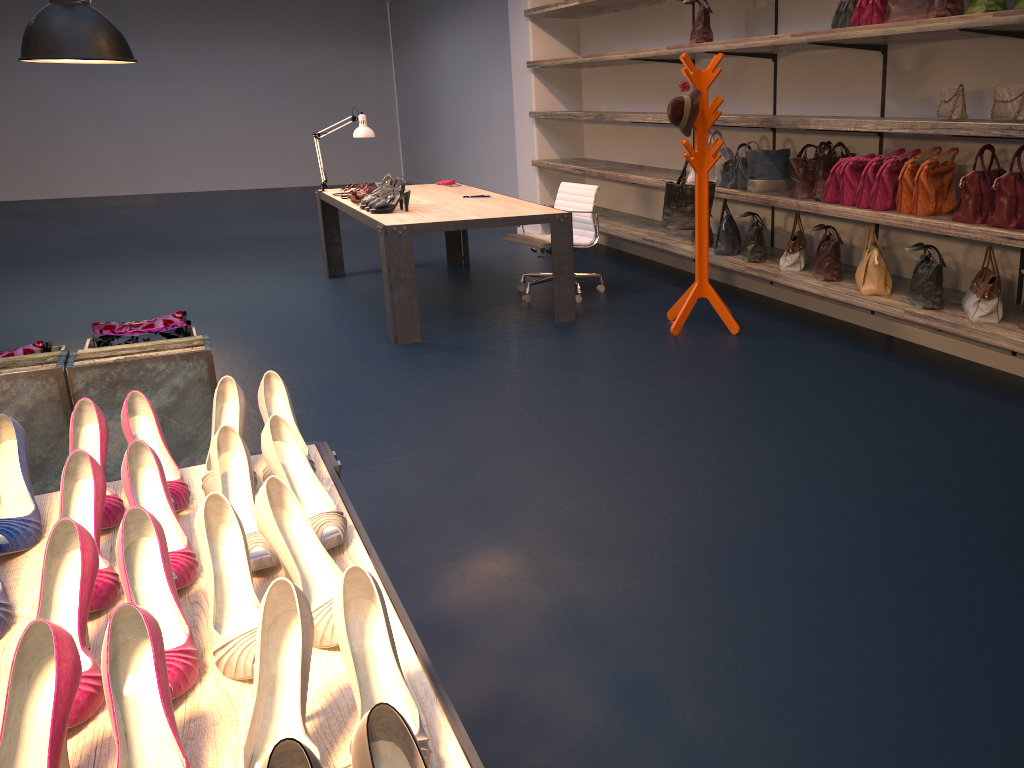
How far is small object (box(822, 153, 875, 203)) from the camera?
4.71m

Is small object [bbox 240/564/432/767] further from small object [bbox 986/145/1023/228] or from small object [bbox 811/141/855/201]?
small object [bbox 811/141/855/201]

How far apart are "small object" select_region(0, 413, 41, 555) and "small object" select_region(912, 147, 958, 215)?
4.0m

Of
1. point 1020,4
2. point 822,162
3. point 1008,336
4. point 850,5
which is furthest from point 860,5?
point 1008,336

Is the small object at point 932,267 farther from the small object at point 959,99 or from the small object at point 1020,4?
the small object at point 1020,4

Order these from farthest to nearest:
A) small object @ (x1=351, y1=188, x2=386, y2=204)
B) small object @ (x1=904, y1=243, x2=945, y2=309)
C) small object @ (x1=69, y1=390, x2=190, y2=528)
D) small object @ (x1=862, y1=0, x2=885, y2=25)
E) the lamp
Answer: small object @ (x1=351, y1=188, x2=386, y2=204) → the lamp → small object @ (x1=862, y1=0, x2=885, y2=25) → small object @ (x1=904, y1=243, x2=945, y2=309) → small object @ (x1=69, y1=390, x2=190, y2=528)

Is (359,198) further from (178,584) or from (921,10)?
(178,584)

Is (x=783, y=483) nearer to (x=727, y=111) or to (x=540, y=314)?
(x=540, y=314)

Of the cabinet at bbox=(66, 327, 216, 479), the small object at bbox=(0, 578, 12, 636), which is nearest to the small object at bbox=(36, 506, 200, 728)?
the small object at bbox=(0, 578, 12, 636)

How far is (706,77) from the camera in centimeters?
510cm
